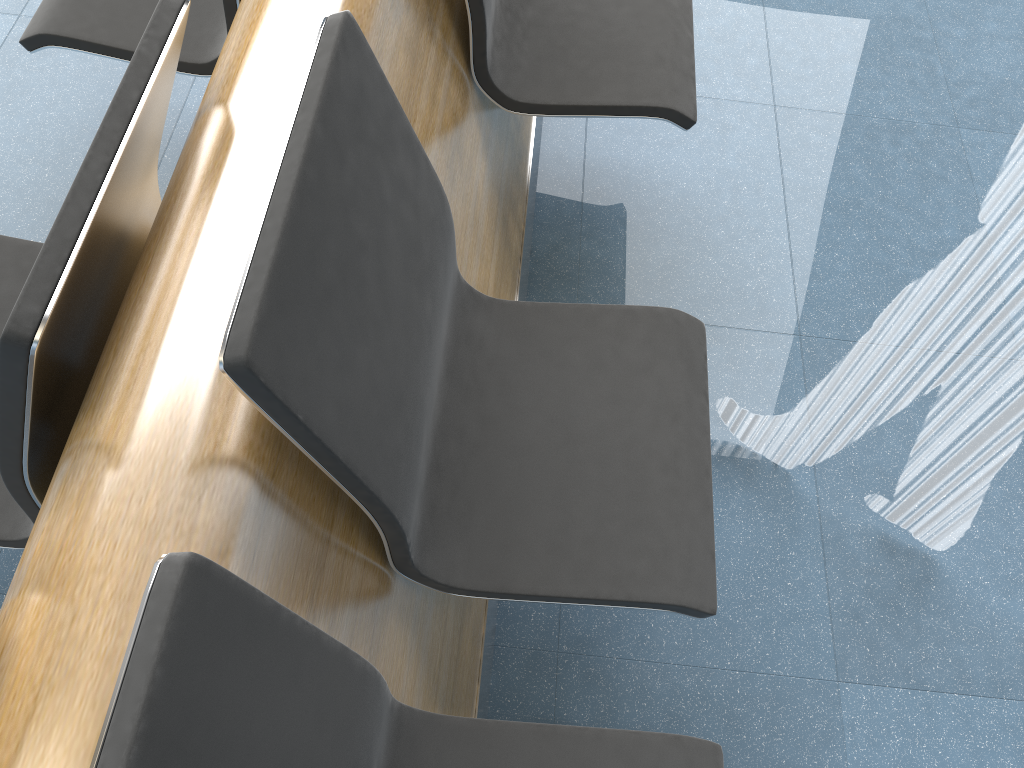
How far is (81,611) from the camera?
0.7 meters

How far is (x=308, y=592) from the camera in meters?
0.9

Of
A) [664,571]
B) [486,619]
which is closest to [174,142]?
[486,619]

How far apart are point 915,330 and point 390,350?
0.8m

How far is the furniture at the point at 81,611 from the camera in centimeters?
73cm

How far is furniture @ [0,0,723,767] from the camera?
0.7m
